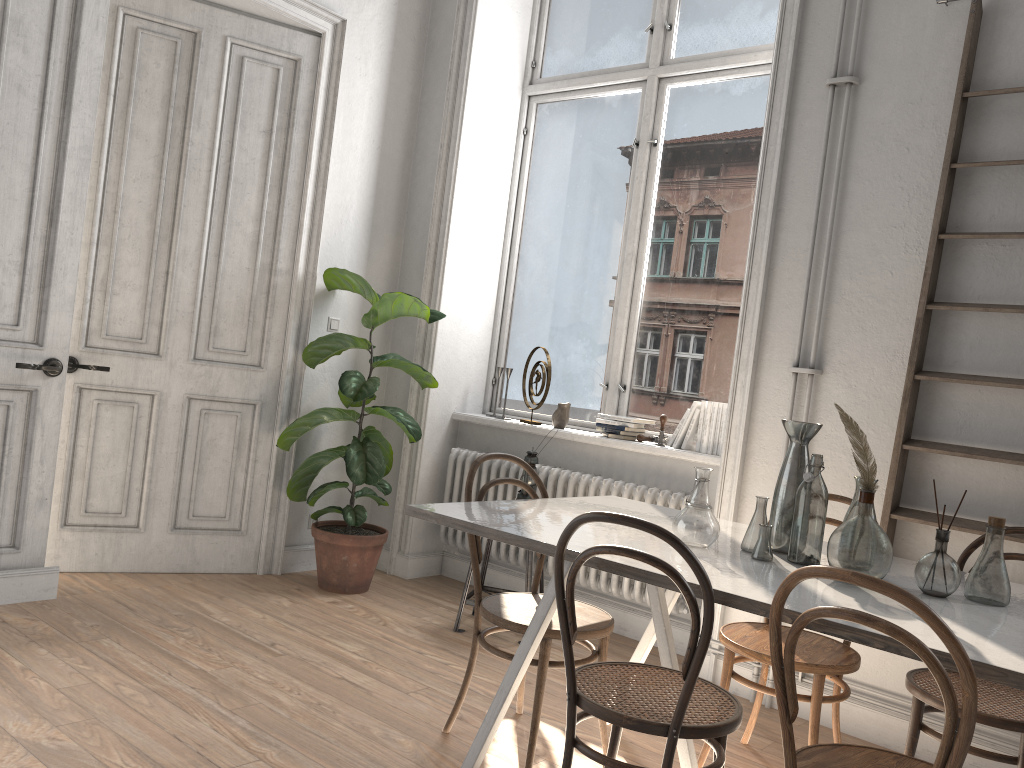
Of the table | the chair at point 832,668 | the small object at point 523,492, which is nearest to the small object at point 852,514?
the table

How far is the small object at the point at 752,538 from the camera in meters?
2.5 m

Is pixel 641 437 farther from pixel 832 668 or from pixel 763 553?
pixel 763 553

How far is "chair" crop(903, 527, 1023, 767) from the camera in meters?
2.3 m

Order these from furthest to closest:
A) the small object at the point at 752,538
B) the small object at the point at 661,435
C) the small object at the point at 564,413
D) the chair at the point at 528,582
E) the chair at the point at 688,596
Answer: the small object at the point at 564,413, the small object at the point at 661,435, the chair at the point at 528,582, the small object at the point at 752,538, the chair at the point at 688,596

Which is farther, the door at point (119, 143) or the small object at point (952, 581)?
the door at point (119, 143)

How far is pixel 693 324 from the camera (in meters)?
4.48

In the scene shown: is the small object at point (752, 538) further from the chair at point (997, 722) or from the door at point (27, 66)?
the door at point (27, 66)

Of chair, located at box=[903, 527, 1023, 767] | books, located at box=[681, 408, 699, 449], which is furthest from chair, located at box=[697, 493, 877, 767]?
books, located at box=[681, 408, 699, 449]

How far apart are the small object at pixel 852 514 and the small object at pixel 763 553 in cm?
22
